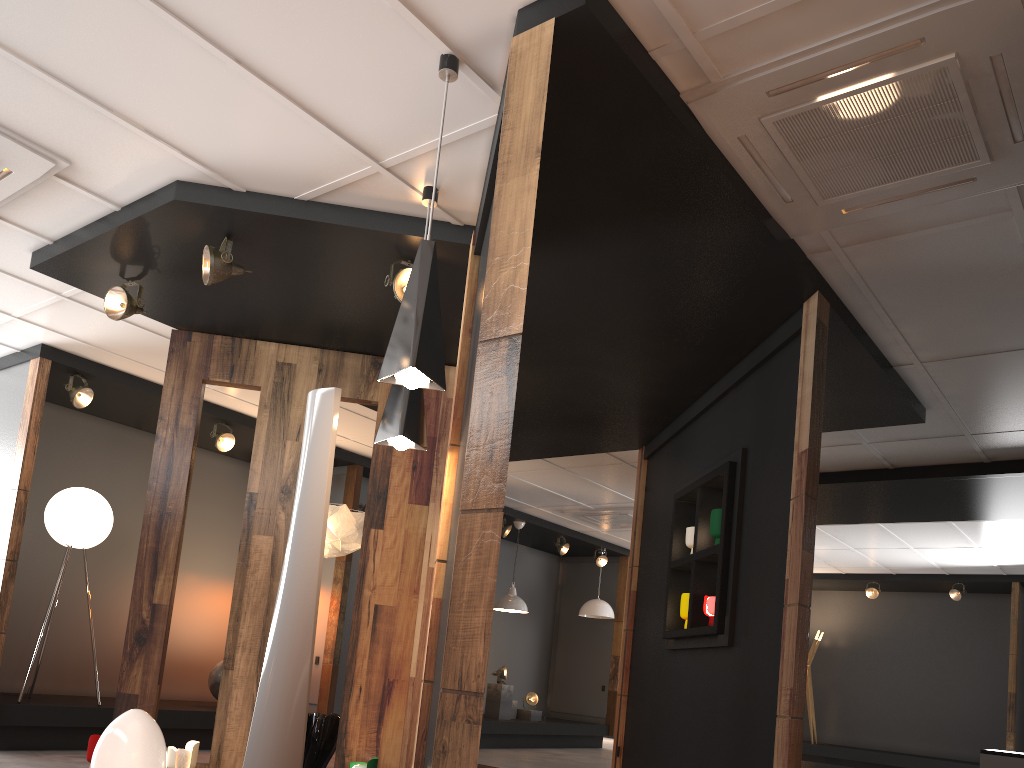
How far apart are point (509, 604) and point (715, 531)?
5.9m

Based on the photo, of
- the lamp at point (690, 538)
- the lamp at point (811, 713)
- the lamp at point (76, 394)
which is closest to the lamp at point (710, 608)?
the lamp at point (690, 538)

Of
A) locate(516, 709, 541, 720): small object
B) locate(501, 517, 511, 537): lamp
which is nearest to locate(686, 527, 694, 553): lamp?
locate(501, 517, 511, 537): lamp

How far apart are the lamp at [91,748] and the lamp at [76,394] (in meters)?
2.91

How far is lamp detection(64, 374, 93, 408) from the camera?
6.7m

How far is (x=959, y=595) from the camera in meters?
12.1 m

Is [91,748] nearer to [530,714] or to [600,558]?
[530,714]

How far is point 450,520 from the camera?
3.75m

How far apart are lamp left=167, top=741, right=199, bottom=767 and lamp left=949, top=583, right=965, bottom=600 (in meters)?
10.83

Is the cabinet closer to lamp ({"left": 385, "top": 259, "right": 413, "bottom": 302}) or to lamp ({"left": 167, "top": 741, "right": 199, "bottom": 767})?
lamp ({"left": 167, "top": 741, "right": 199, "bottom": 767})
